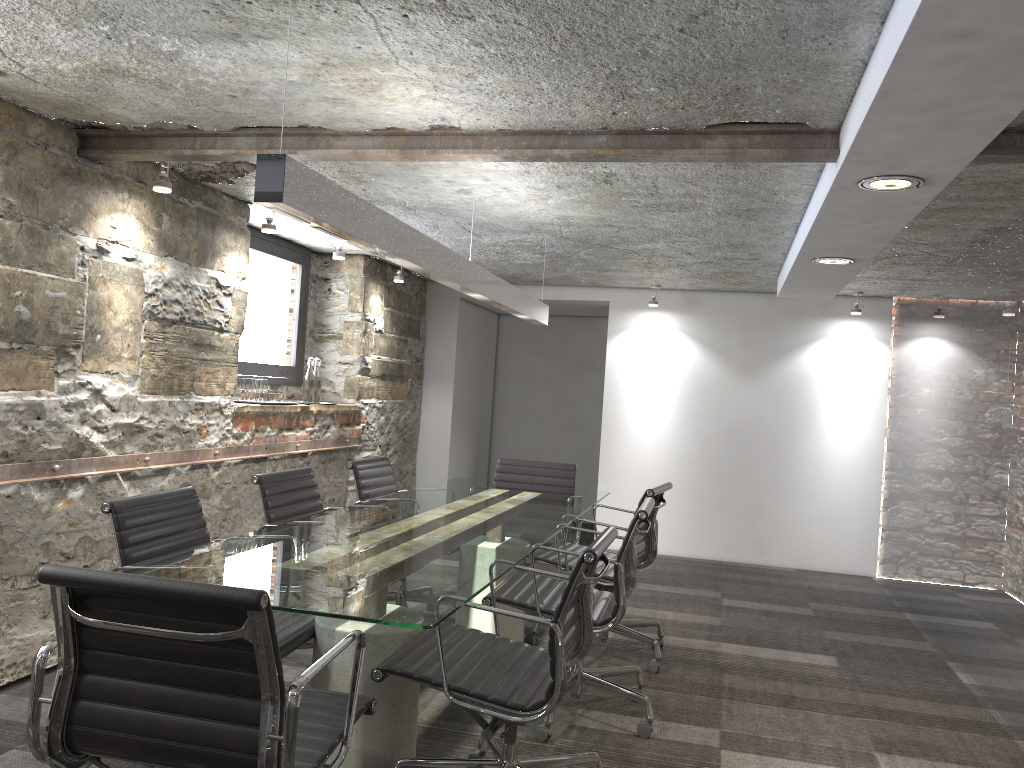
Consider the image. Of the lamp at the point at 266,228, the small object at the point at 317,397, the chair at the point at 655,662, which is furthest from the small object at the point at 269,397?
the chair at the point at 655,662

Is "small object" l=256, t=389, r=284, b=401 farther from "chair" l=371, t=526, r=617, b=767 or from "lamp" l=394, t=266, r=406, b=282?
"chair" l=371, t=526, r=617, b=767

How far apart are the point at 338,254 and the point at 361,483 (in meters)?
1.71

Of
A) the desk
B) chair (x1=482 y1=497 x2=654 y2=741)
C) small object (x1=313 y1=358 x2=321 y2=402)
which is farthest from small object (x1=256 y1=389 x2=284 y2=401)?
chair (x1=482 y1=497 x2=654 y2=741)

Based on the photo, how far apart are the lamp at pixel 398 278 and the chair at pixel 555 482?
1.88m

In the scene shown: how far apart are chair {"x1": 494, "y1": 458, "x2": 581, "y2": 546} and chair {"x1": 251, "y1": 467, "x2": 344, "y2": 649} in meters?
1.3

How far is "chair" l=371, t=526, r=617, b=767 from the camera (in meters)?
2.28

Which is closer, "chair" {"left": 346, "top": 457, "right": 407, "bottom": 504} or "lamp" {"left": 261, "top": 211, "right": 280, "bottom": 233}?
"chair" {"left": 346, "top": 457, "right": 407, "bottom": 504}

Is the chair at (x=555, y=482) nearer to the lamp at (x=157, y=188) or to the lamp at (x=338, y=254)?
the lamp at (x=338, y=254)

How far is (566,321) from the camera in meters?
8.8
